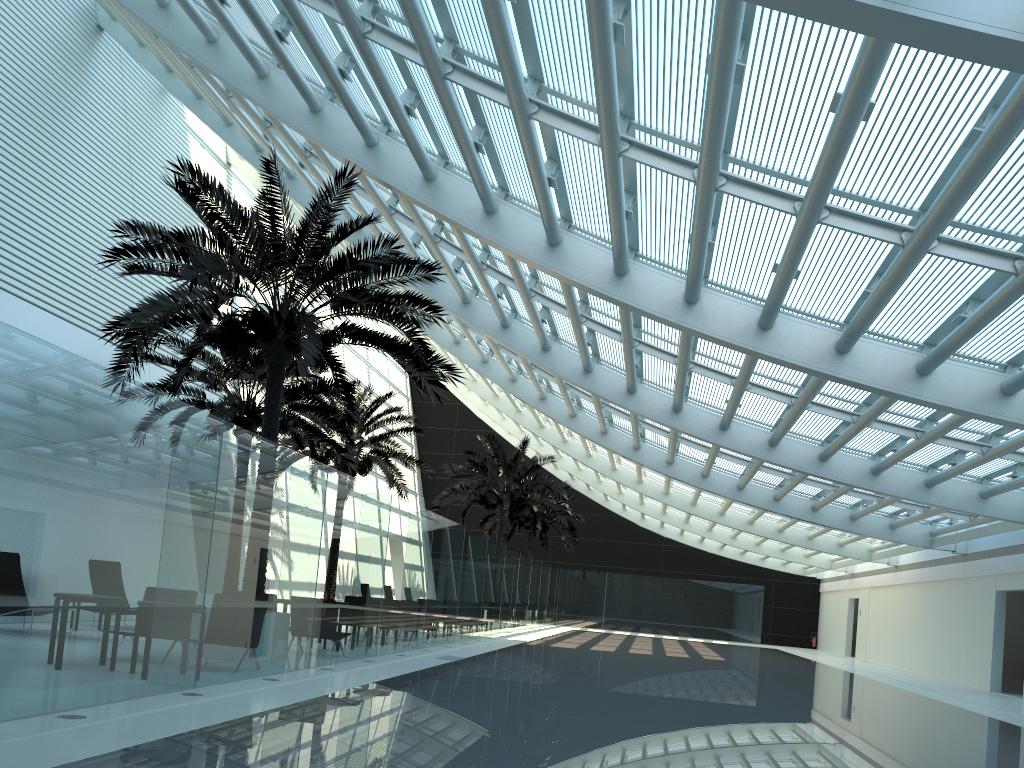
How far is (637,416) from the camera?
19.32m

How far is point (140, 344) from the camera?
11.0m

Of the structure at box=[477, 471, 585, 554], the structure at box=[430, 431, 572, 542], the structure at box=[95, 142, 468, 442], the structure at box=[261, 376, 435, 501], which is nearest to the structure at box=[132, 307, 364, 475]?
the structure at box=[261, 376, 435, 501]

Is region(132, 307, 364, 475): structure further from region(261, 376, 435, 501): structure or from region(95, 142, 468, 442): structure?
region(95, 142, 468, 442): structure

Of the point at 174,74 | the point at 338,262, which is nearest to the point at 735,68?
the point at 338,262

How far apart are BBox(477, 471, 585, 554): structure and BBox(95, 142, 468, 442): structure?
23.3 meters

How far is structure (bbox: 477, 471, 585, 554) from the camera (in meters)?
37.65

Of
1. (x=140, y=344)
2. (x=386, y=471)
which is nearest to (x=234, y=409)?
(x=140, y=344)

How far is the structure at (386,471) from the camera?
23.3 meters

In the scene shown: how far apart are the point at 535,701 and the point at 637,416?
10.20m
